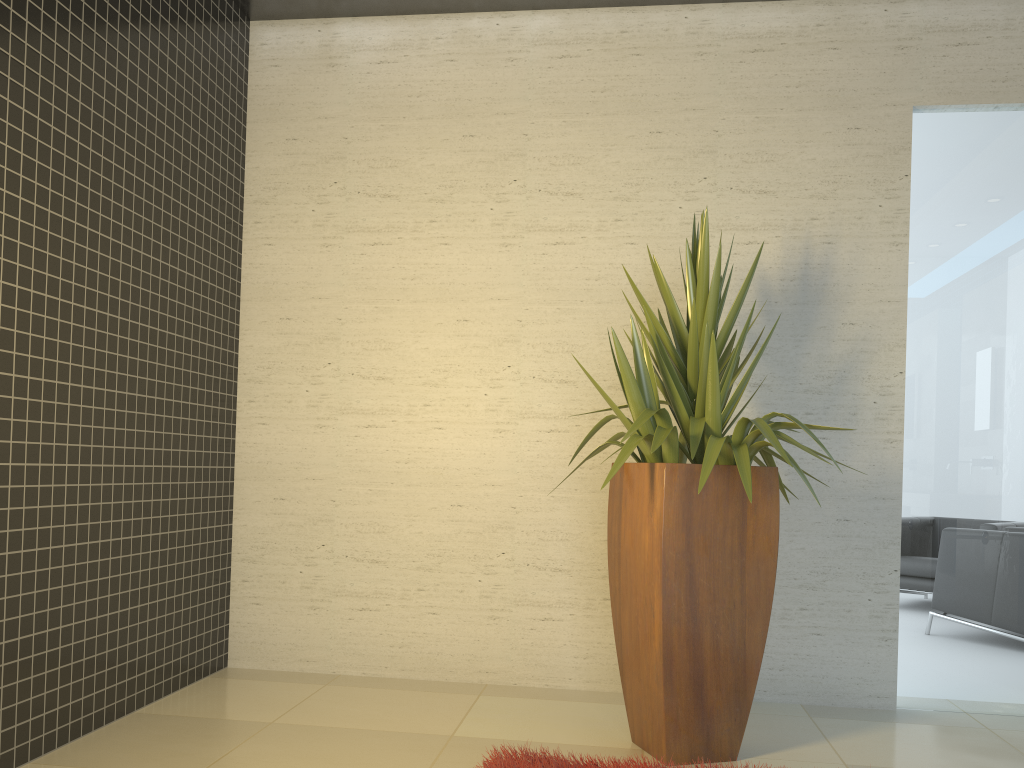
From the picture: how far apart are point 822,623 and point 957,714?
0.69m

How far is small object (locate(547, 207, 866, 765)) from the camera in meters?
3.1

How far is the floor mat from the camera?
2.83m

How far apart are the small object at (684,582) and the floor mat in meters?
0.3 m

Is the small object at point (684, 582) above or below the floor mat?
above

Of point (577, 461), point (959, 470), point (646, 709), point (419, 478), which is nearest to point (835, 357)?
point (959, 470)

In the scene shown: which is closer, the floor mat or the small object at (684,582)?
the floor mat

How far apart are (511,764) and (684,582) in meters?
0.8
